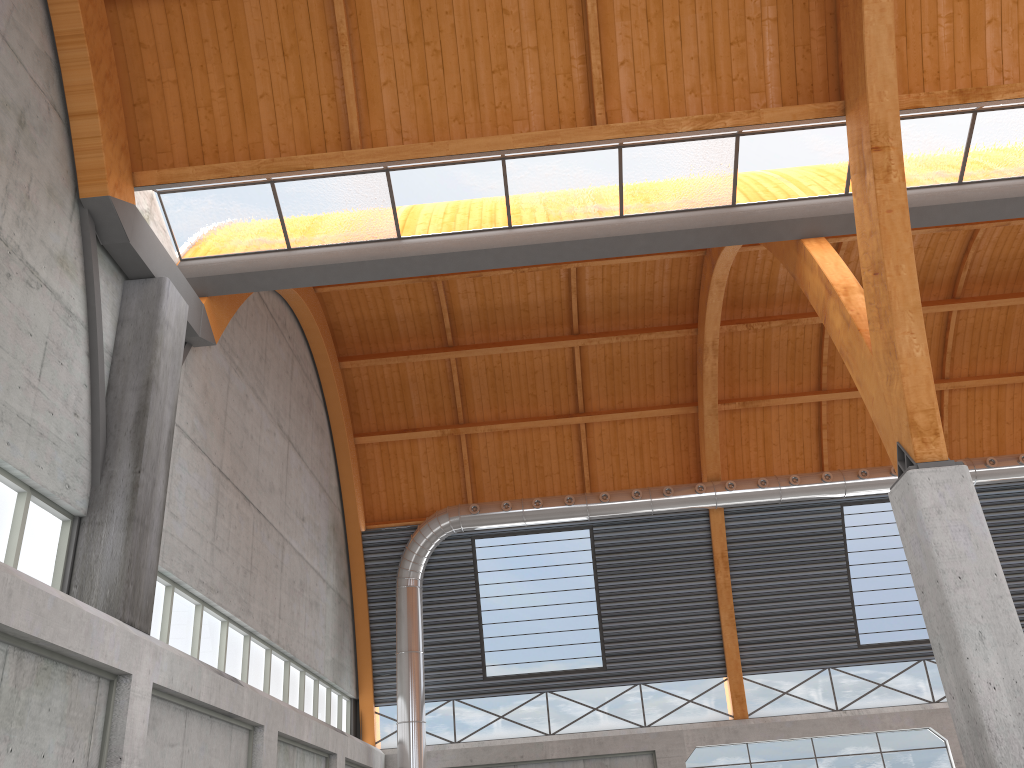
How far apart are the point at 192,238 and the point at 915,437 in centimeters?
1813cm
